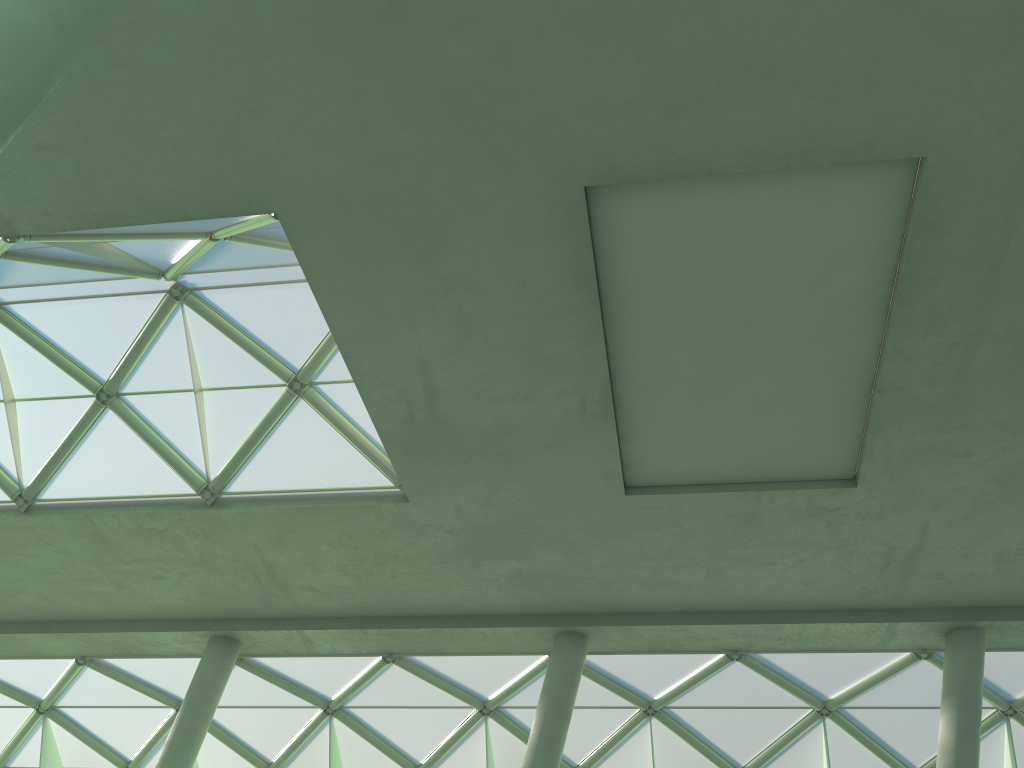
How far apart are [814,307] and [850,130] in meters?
4.4 m
